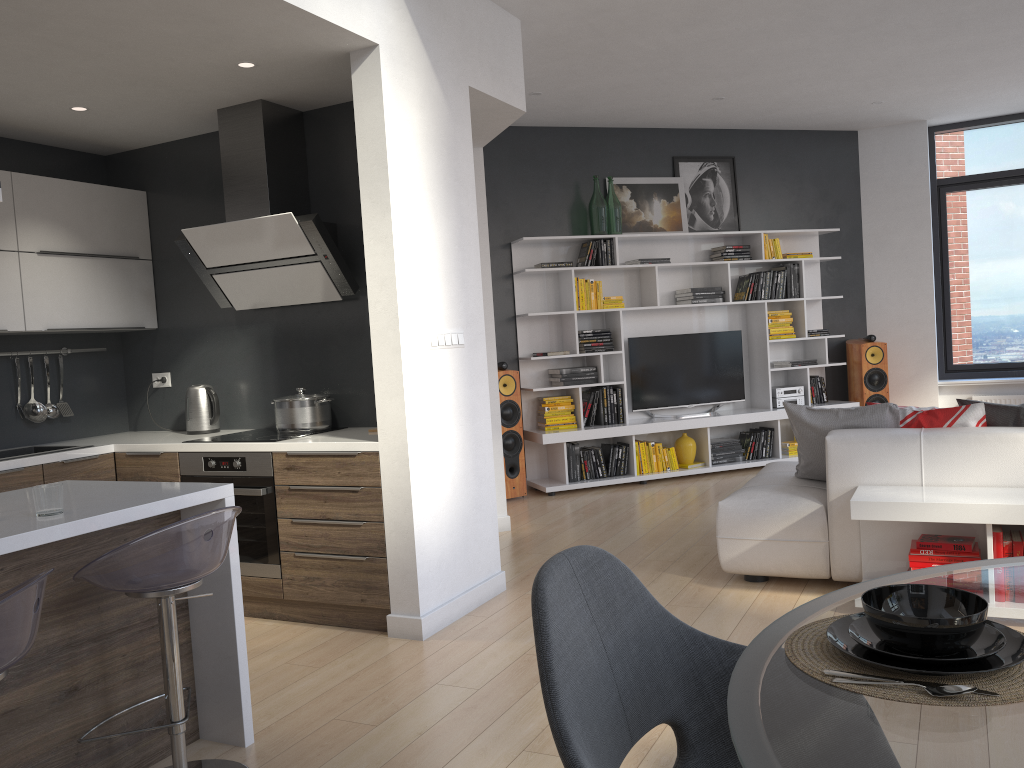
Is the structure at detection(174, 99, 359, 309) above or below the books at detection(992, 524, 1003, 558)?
above

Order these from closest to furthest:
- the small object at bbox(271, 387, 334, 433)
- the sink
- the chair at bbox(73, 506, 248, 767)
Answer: the chair at bbox(73, 506, 248, 767) < the small object at bbox(271, 387, 334, 433) < the sink

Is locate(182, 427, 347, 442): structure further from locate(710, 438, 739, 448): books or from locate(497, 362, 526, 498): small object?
locate(710, 438, 739, 448): books

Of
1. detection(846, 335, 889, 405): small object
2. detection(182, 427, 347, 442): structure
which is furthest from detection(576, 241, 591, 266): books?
detection(182, 427, 347, 442): structure

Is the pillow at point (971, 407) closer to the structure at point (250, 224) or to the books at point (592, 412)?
the structure at point (250, 224)

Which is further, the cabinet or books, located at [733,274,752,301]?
books, located at [733,274,752,301]

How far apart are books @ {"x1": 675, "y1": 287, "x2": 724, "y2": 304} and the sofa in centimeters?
267cm

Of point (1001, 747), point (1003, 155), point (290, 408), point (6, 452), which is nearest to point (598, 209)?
point (290, 408)

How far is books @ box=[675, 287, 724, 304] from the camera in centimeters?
752cm

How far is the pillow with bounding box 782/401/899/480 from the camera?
4.18m
